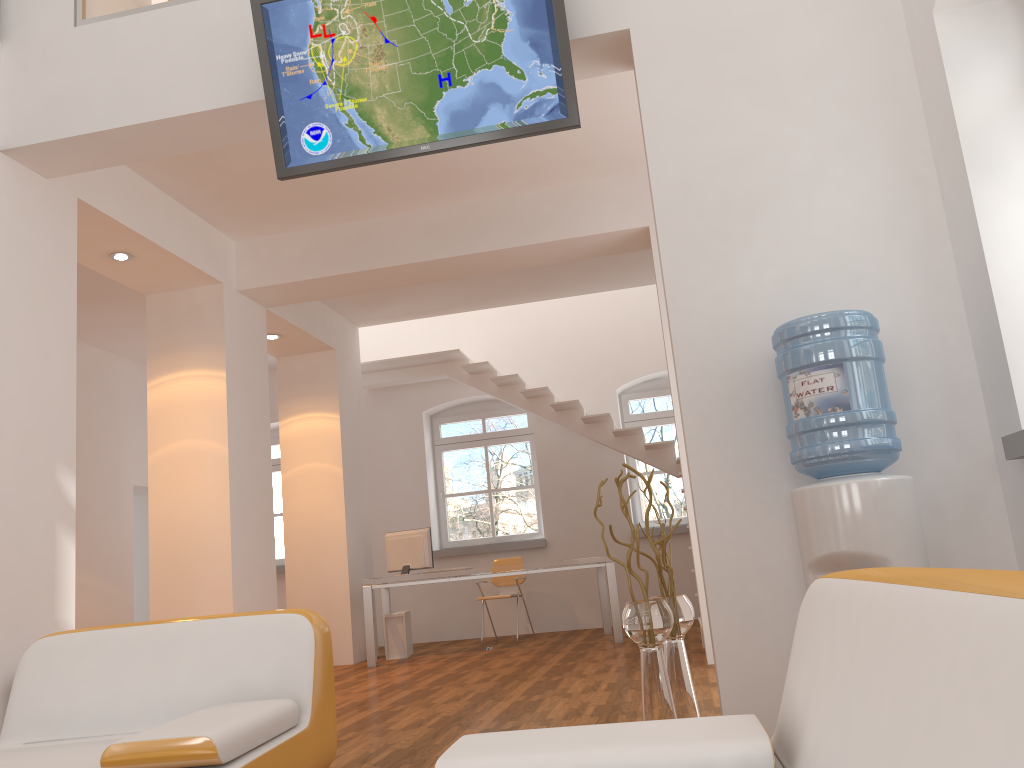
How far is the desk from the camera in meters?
7.7

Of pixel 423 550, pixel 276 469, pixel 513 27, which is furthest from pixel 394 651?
pixel 513 27

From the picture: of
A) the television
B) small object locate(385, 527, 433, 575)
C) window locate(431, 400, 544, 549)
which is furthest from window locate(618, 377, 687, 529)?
the television

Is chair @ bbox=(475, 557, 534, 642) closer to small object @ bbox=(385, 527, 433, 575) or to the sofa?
small object @ bbox=(385, 527, 433, 575)

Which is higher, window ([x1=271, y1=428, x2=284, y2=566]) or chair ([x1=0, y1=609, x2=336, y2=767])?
window ([x1=271, y1=428, x2=284, y2=566])

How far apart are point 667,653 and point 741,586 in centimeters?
49cm

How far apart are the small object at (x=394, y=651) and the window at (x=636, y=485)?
3.0m

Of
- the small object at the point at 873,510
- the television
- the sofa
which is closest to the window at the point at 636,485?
the television

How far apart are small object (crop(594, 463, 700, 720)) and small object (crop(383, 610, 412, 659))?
5.03m

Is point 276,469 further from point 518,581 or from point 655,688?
point 655,688
